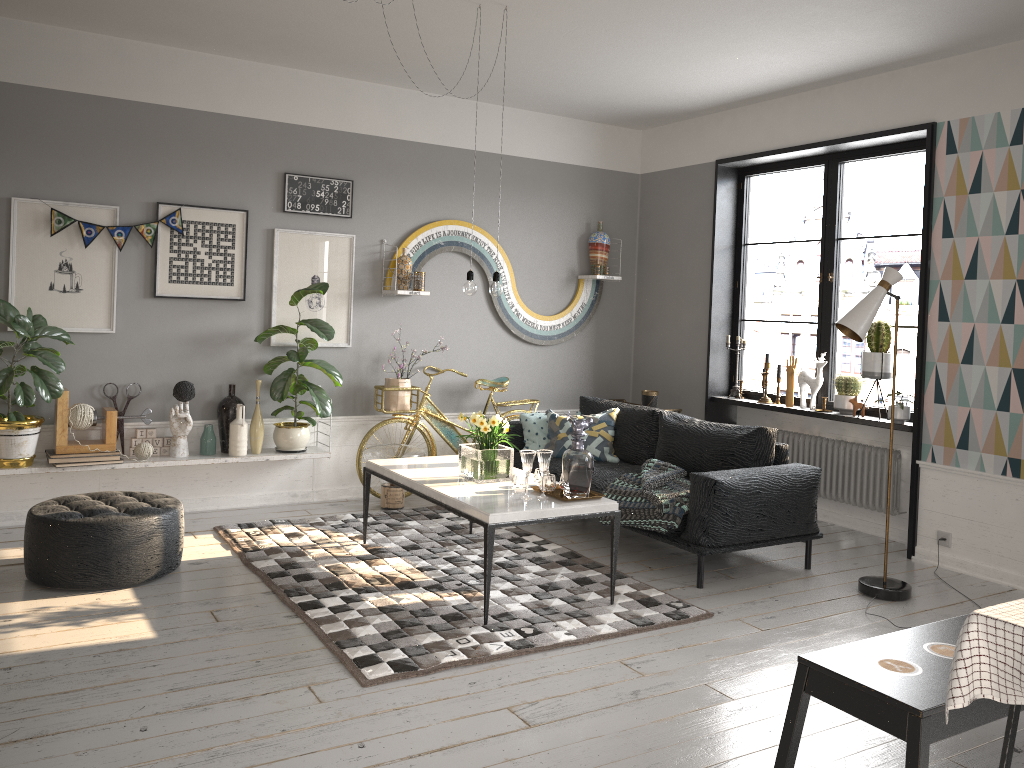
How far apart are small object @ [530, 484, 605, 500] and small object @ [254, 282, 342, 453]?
2.05m

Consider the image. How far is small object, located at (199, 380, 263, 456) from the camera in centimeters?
570cm

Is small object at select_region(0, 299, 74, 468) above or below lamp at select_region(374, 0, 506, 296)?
below

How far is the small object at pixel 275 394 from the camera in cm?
582

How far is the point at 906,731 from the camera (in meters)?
2.25

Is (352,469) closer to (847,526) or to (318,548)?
(318,548)

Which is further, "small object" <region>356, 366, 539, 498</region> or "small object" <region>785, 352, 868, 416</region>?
"small object" <region>356, 366, 539, 498</region>

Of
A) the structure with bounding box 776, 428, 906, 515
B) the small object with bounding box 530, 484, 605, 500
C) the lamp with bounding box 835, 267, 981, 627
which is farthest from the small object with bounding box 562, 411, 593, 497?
the structure with bounding box 776, 428, 906, 515

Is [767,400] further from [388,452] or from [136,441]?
[136,441]

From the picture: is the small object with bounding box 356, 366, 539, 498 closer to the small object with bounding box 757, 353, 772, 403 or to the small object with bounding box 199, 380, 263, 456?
the small object with bounding box 199, 380, 263, 456
